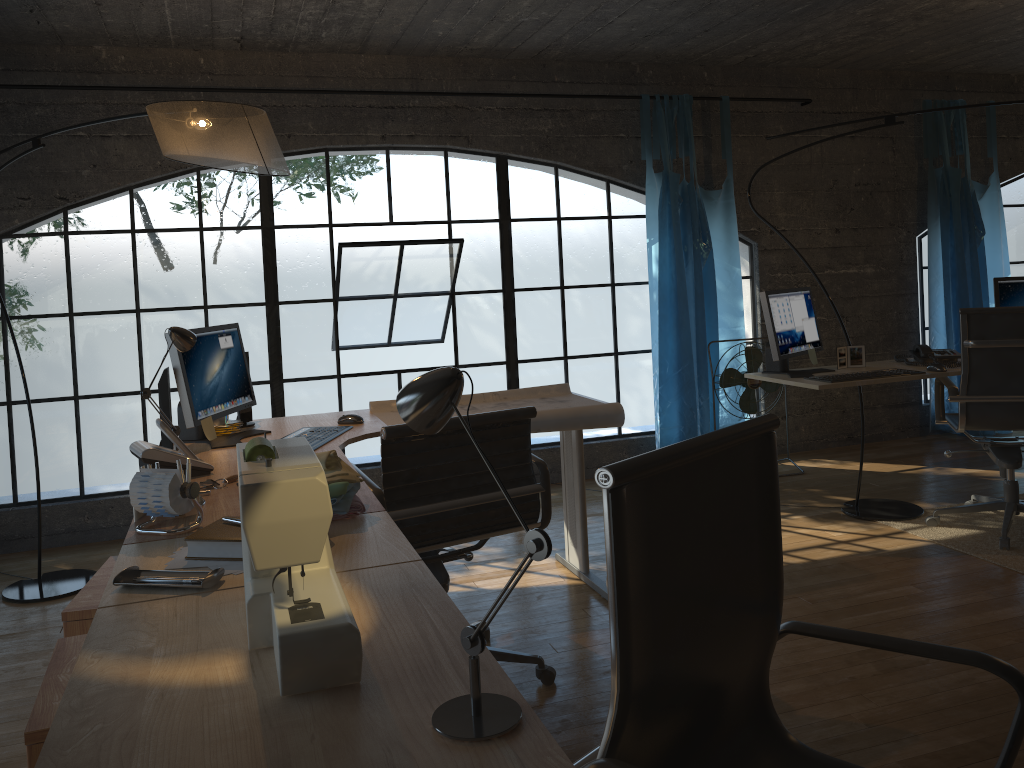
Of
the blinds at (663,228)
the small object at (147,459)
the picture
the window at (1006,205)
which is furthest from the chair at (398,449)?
the window at (1006,205)

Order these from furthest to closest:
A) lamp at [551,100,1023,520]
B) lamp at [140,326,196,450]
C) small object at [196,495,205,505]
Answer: lamp at [551,100,1023,520]
lamp at [140,326,196,450]
small object at [196,495,205,505]

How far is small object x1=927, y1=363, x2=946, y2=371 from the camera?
3.85m

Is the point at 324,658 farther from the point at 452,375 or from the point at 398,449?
the point at 398,449

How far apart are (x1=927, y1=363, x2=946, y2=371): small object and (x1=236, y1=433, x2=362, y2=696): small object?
3.3 meters

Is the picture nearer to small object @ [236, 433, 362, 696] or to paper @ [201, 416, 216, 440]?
paper @ [201, 416, 216, 440]

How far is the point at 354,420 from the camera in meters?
3.2 m

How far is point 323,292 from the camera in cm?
1858

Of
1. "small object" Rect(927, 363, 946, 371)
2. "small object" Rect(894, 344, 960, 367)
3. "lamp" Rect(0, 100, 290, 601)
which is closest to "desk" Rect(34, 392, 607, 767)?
"lamp" Rect(0, 100, 290, 601)

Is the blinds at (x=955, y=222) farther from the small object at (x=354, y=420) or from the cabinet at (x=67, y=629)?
the cabinet at (x=67, y=629)
